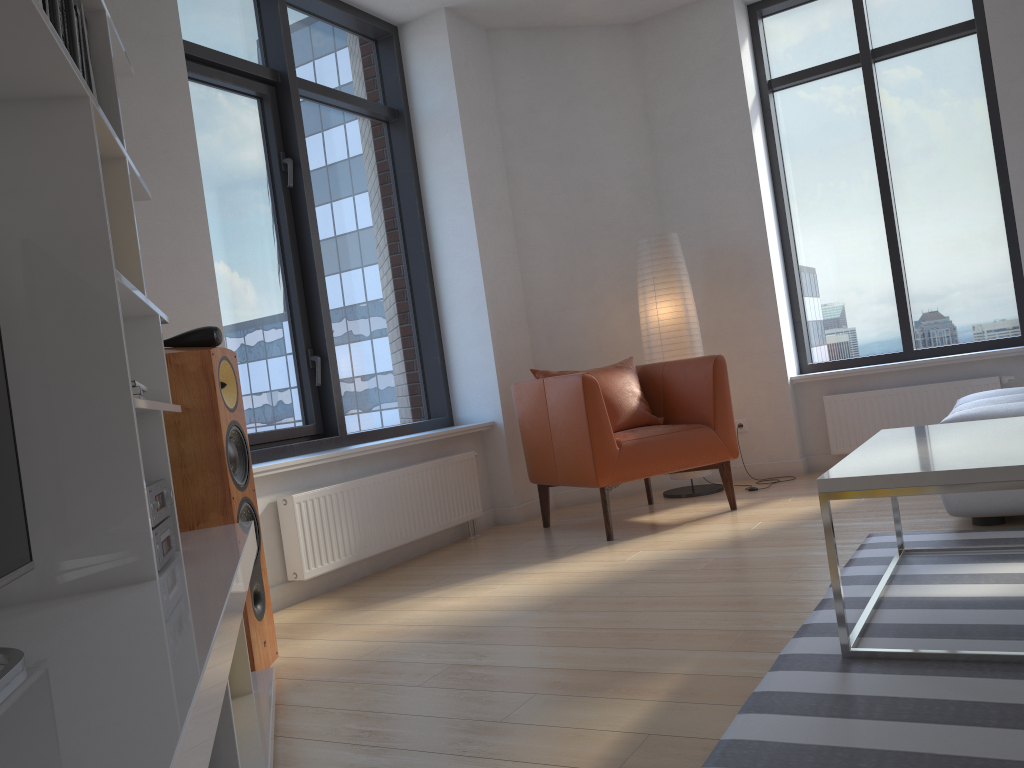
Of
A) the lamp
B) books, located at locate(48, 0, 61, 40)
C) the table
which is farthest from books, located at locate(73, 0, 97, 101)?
the lamp

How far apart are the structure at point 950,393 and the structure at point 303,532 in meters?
2.2

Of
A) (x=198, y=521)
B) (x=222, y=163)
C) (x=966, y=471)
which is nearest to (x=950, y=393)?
(x=966, y=471)

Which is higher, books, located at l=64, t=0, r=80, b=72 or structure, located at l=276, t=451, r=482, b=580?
books, located at l=64, t=0, r=80, b=72

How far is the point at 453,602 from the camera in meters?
3.3

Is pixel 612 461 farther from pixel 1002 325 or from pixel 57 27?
pixel 57 27

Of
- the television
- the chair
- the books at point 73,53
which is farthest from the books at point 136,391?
the chair

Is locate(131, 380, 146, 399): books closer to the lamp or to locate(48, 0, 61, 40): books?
locate(48, 0, 61, 40): books

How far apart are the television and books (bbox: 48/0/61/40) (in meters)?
0.66

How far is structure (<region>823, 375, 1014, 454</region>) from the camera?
4.99m
